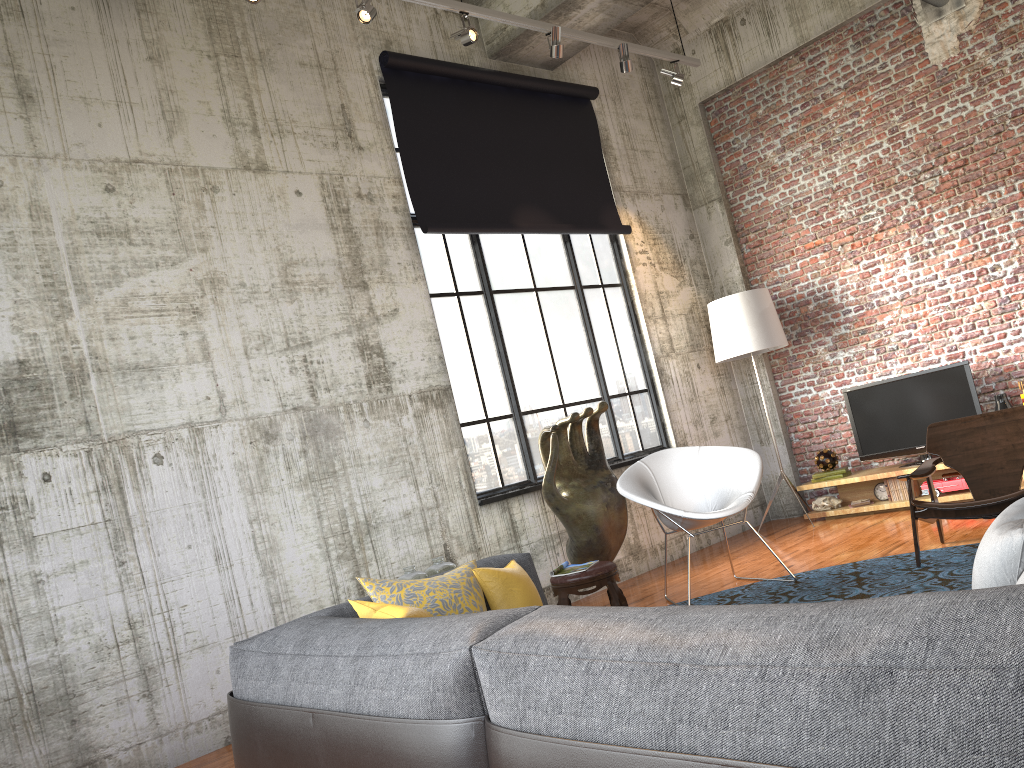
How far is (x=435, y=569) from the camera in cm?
559

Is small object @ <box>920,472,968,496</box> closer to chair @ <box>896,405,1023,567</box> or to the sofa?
chair @ <box>896,405,1023,567</box>

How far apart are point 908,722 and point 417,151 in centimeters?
638cm

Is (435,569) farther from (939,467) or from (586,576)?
(939,467)

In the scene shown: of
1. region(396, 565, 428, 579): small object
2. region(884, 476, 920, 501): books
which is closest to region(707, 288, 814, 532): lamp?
region(884, 476, 920, 501): books

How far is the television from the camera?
7.5 meters

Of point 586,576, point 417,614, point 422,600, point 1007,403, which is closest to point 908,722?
point 417,614

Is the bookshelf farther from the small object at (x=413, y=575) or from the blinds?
the small object at (x=413, y=575)

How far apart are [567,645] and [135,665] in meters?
3.9

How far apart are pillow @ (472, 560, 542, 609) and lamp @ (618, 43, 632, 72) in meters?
5.1 m
